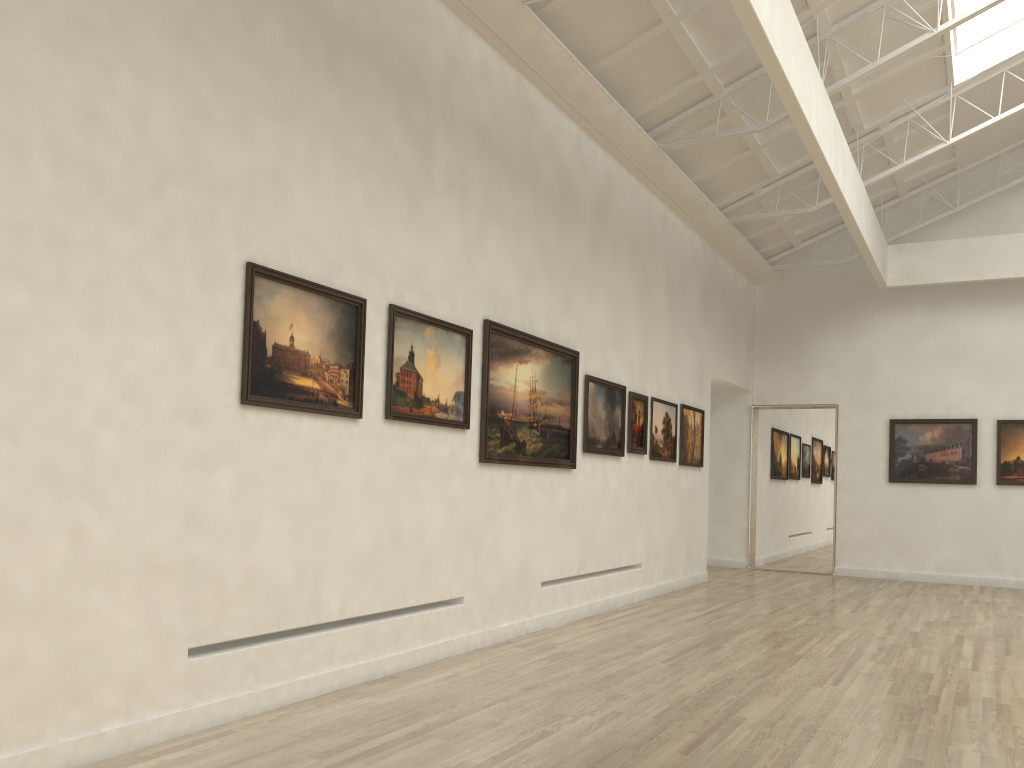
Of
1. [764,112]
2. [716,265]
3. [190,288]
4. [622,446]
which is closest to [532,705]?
[190,288]

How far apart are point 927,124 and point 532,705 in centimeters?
1881cm

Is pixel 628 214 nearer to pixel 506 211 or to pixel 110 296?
pixel 506 211
